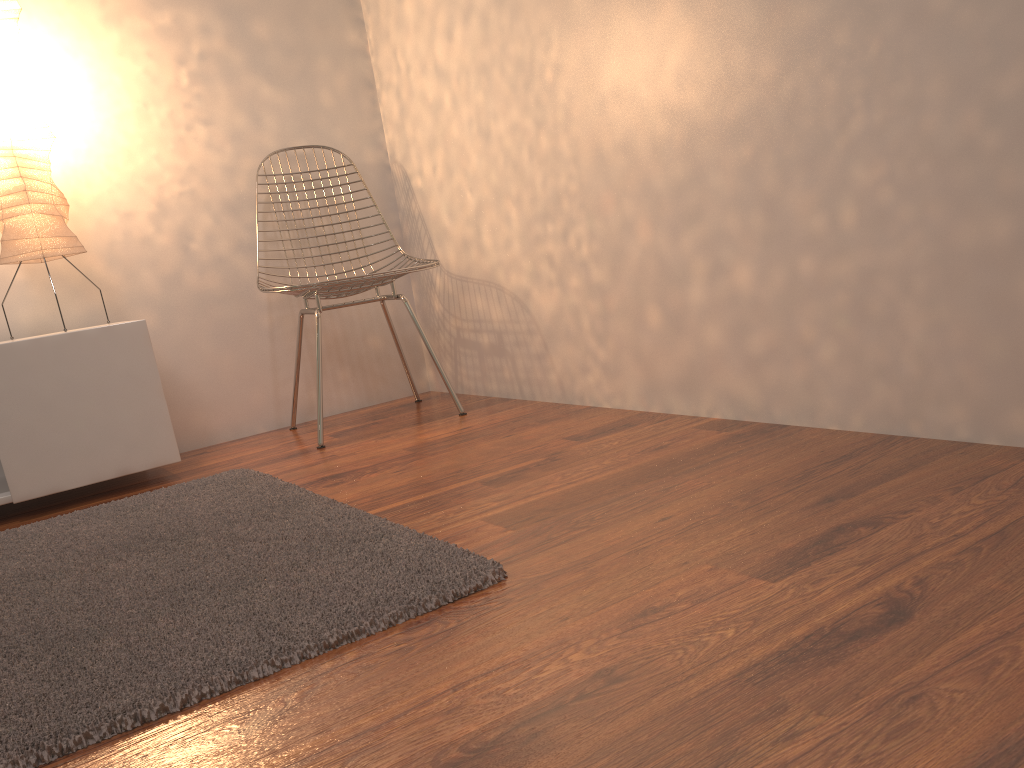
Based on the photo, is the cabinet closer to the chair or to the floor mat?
the floor mat

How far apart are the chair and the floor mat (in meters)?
0.54

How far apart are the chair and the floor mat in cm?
54

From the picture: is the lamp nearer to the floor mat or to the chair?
the chair

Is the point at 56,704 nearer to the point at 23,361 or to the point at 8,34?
the point at 23,361

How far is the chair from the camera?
2.5 meters

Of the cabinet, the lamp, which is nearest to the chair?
the cabinet

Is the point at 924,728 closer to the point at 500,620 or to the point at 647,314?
the point at 500,620

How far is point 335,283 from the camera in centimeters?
251cm

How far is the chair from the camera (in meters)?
2.51
